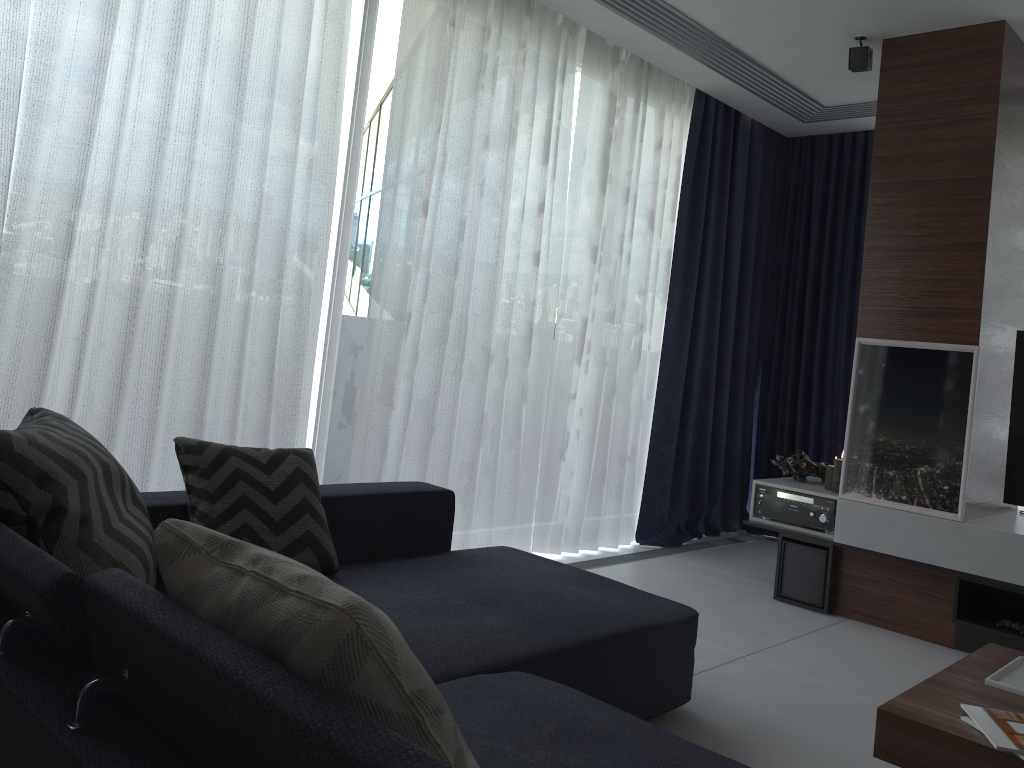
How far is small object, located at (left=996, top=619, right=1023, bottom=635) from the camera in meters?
3.4

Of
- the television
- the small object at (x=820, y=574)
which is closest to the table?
the television

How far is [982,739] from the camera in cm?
175

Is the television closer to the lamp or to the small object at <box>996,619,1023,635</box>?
the small object at <box>996,619,1023,635</box>

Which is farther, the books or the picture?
the picture

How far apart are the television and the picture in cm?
20

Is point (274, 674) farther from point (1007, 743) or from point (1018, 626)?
point (1018, 626)

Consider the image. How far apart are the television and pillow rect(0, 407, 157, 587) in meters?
3.3 m

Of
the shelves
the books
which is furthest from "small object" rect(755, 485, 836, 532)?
the books

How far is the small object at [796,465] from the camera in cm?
429
